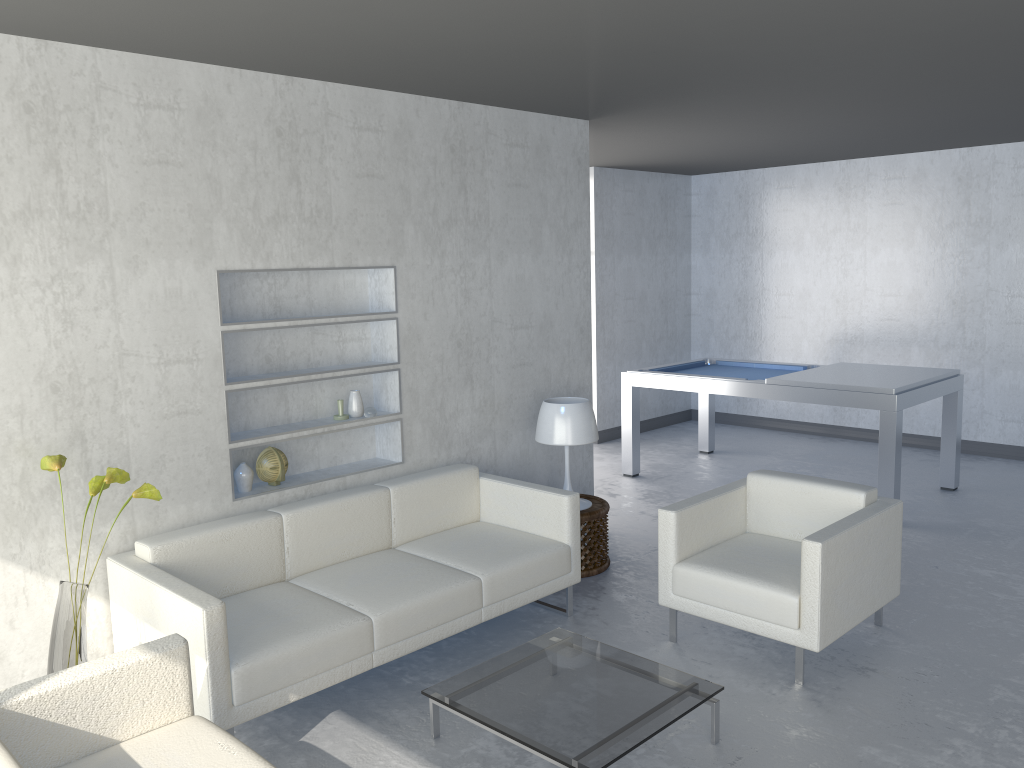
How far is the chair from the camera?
3.4m

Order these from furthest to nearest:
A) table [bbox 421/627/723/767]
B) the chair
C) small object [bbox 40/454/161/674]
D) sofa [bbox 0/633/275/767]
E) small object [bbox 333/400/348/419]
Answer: small object [bbox 333/400/348/419], the chair, small object [bbox 40/454/161/674], table [bbox 421/627/723/767], sofa [bbox 0/633/275/767]

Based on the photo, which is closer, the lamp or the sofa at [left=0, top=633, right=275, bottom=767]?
the sofa at [left=0, top=633, right=275, bottom=767]

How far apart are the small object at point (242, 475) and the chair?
1.83m

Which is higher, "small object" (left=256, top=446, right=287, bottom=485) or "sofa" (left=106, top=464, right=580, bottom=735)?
"small object" (left=256, top=446, right=287, bottom=485)

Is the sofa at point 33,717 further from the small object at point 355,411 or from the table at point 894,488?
the table at point 894,488

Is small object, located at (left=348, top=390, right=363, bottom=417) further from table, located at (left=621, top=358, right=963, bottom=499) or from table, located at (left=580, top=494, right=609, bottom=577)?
table, located at (left=621, top=358, right=963, bottom=499)

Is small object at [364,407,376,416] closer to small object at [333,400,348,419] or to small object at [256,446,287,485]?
small object at [333,400,348,419]

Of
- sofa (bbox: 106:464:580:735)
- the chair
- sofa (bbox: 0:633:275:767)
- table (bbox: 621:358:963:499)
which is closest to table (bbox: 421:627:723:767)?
sofa (bbox: 106:464:580:735)

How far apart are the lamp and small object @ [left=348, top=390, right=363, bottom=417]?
0.99m
